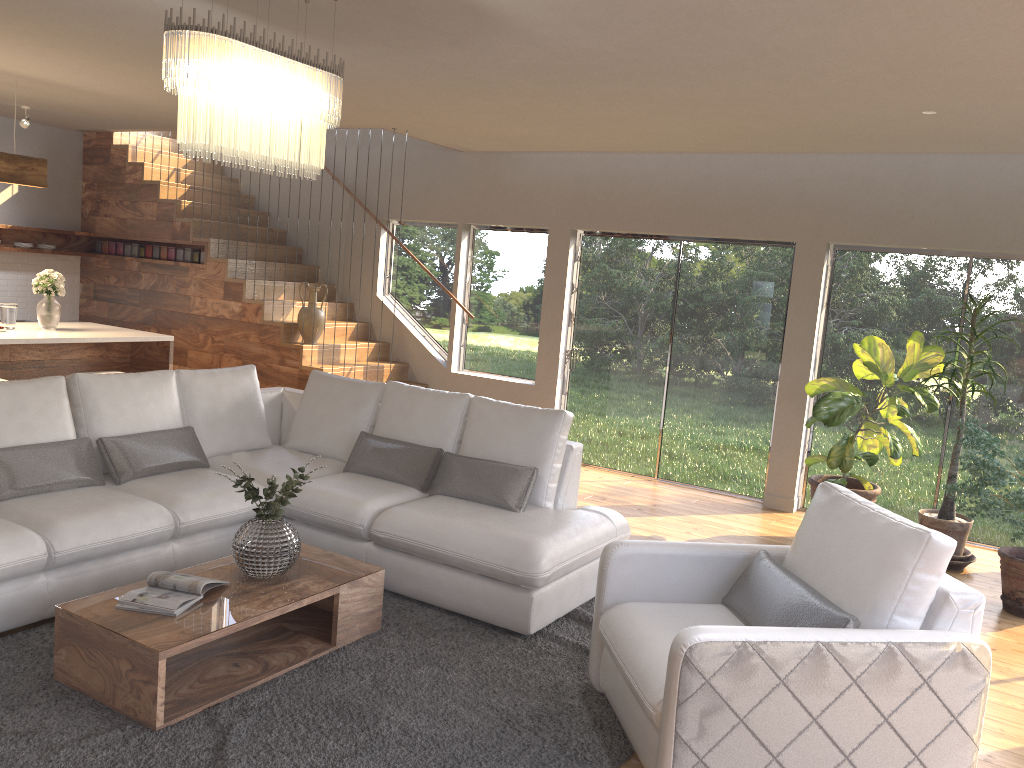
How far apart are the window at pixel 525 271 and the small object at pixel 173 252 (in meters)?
2.16

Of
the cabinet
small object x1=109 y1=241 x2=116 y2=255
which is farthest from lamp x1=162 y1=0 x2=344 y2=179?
small object x1=109 y1=241 x2=116 y2=255

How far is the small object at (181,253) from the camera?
8.9 meters

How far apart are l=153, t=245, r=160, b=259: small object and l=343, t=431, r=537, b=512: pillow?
4.92m

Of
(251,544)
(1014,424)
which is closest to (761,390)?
(1014,424)

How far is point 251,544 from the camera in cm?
369

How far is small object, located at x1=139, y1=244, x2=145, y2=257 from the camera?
9.2 meters

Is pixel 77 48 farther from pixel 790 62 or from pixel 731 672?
pixel 731 672

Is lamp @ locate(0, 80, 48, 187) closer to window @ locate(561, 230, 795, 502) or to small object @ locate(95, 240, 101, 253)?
small object @ locate(95, 240, 101, 253)

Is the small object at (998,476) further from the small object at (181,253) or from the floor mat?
the small object at (181,253)
